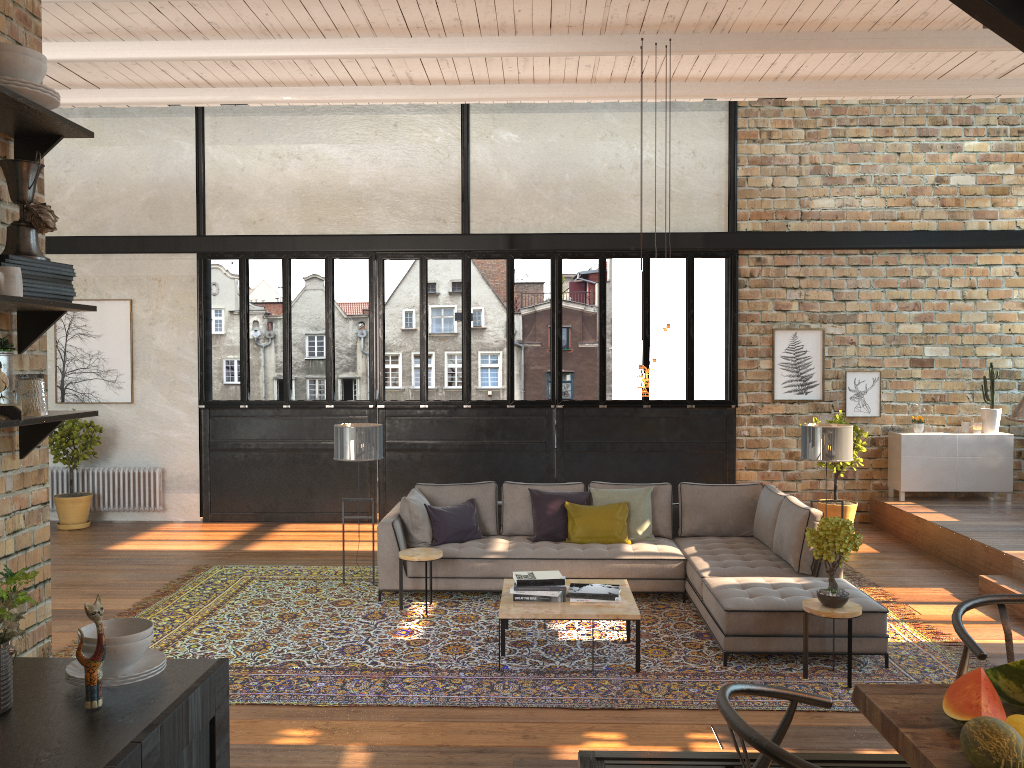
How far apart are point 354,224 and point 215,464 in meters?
3.4 m

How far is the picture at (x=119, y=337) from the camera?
11.0m

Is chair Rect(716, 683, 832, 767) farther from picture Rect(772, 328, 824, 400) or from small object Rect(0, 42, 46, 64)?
picture Rect(772, 328, 824, 400)

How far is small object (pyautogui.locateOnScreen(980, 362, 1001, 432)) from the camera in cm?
1036

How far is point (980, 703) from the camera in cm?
225

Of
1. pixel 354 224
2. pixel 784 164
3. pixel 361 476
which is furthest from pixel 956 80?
pixel 361 476

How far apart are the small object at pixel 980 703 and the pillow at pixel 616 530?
5.2 meters

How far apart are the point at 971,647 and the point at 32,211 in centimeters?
299cm

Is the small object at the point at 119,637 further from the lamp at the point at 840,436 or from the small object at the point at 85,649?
the lamp at the point at 840,436

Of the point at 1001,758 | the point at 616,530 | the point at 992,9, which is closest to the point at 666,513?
the point at 616,530
